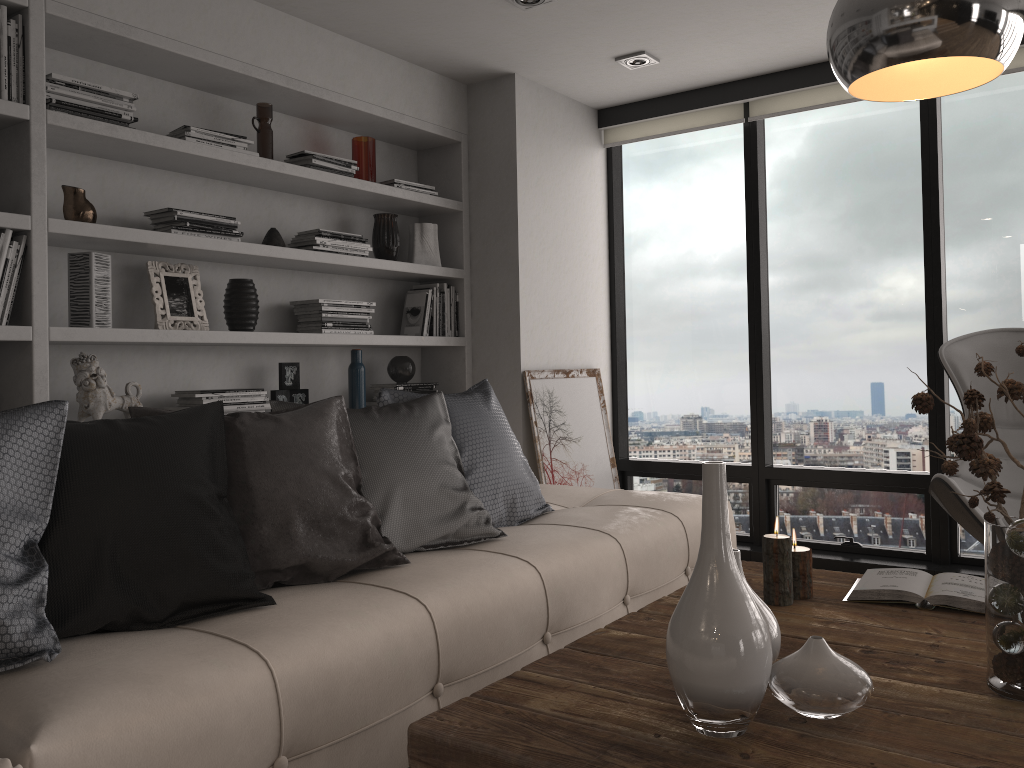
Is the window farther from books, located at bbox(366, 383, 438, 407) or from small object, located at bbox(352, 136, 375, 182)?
small object, located at bbox(352, 136, 375, 182)

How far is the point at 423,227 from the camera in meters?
4.3 m

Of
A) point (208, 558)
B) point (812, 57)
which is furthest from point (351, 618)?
point (812, 57)

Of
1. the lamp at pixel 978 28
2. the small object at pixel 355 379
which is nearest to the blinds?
the small object at pixel 355 379

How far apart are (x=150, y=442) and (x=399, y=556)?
0.71m

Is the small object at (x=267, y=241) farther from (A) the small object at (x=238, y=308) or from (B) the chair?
(B) the chair

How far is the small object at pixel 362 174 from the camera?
3.99m

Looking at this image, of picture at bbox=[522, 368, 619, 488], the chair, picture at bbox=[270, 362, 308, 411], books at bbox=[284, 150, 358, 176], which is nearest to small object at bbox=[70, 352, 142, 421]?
picture at bbox=[270, 362, 308, 411]

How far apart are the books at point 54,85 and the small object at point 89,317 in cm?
45

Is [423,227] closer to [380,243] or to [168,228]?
[380,243]
